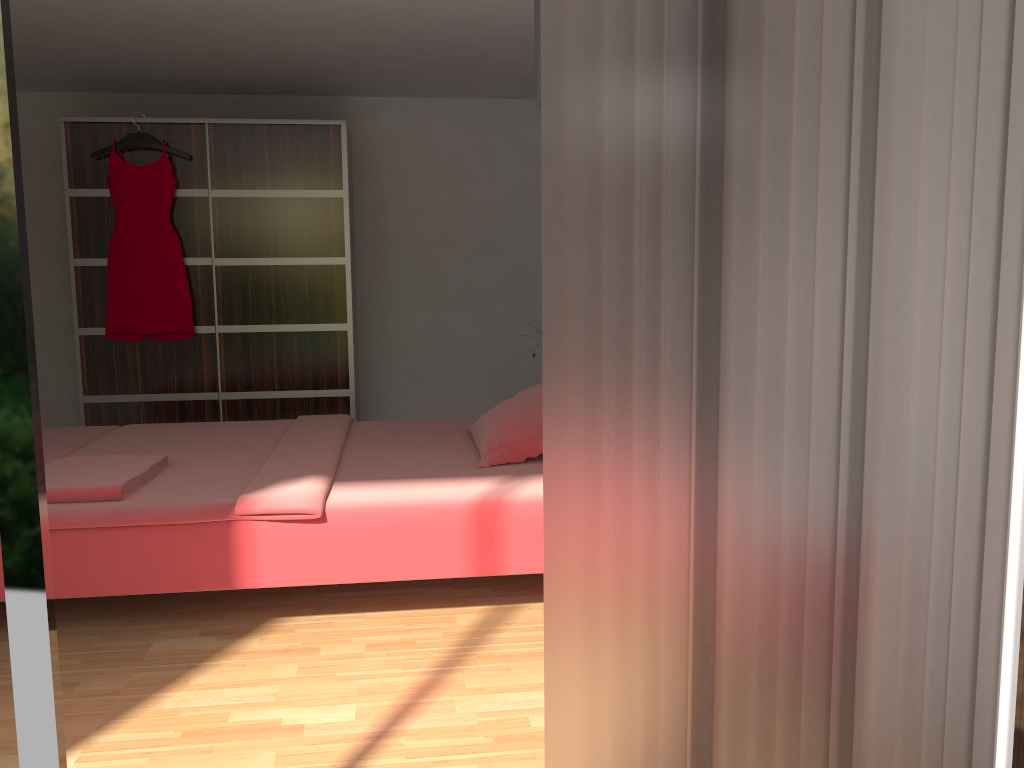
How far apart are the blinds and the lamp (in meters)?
0.61

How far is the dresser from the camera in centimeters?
498cm

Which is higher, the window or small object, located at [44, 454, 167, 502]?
the window

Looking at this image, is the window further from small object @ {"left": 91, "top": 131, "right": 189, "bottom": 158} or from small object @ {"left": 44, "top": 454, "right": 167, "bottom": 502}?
small object @ {"left": 91, "top": 131, "right": 189, "bottom": 158}

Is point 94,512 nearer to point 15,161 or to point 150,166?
point 15,161

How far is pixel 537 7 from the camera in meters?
1.9

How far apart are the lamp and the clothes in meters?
3.6

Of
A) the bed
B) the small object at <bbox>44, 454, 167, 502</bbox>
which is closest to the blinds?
the bed

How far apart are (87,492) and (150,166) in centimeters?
279cm

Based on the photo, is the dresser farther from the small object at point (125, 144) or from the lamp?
the lamp
